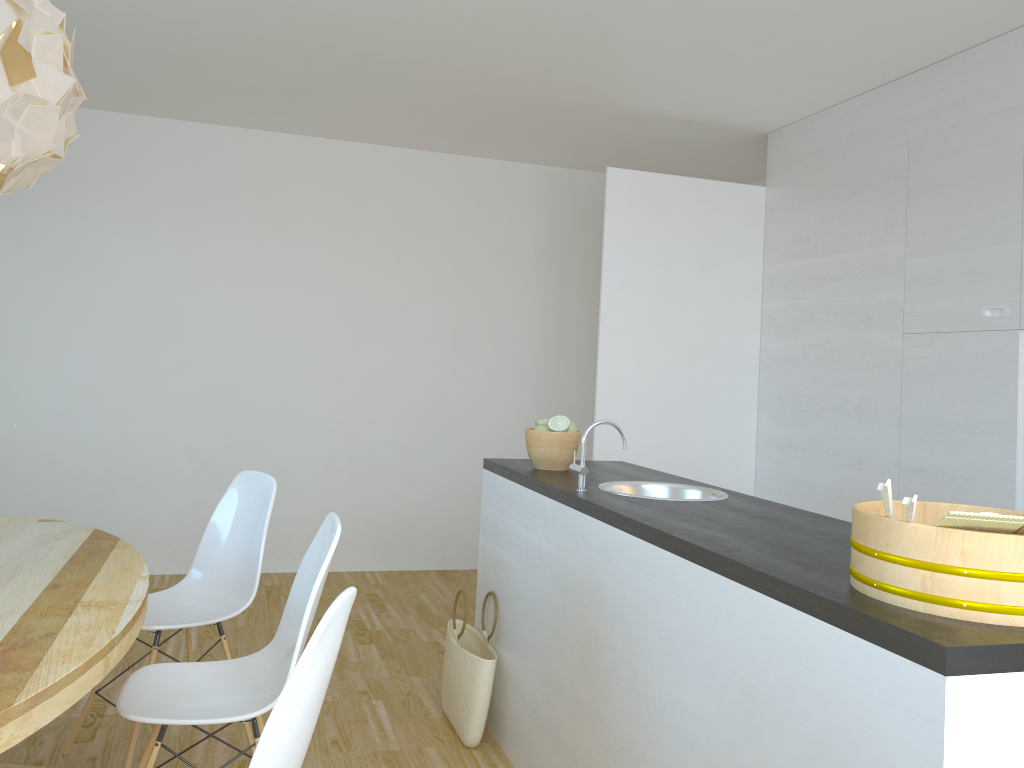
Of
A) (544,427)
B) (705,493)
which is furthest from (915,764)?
(544,427)

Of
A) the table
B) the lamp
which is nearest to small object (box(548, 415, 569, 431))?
the table

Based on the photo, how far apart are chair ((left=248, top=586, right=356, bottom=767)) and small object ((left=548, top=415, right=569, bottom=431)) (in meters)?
1.64

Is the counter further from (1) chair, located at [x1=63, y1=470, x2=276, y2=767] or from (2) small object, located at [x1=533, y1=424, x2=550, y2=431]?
(1) chair, located at [x1=63, y1=470, x2=276, y2=767]

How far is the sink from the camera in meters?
2.9

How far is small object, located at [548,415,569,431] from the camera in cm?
318

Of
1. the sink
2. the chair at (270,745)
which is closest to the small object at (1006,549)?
the chair at (270,745)

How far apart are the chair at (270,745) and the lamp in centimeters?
119cm

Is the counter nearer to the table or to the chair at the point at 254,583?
the chair at the point at 254,583

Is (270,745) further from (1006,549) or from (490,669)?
(490,669)
